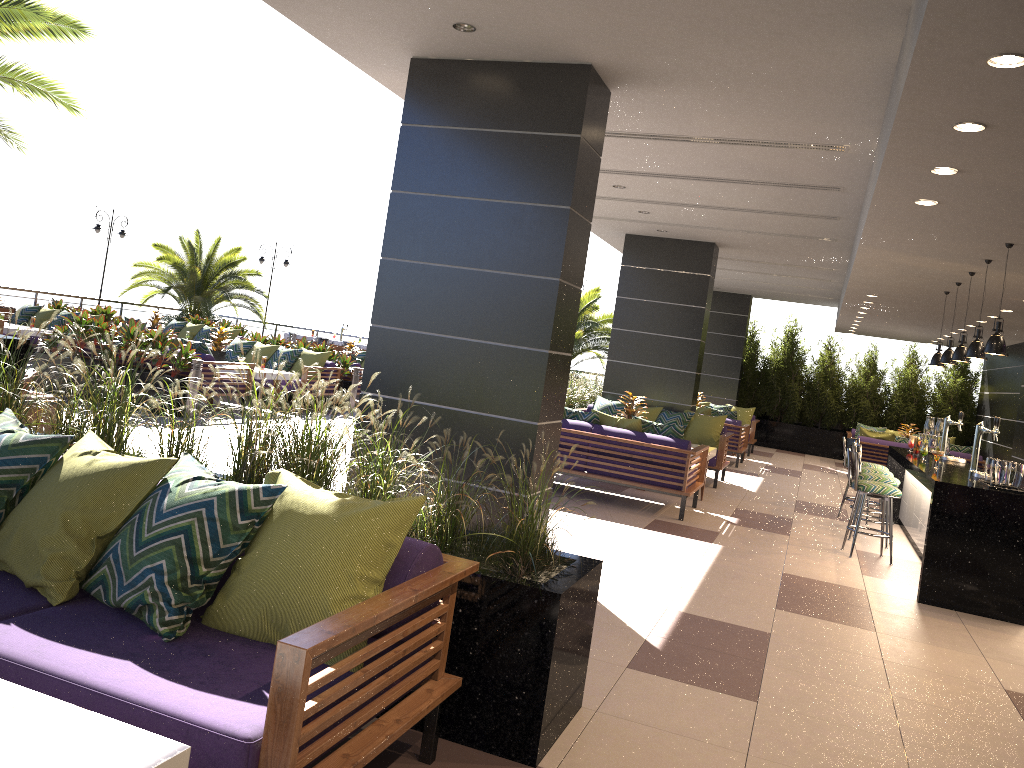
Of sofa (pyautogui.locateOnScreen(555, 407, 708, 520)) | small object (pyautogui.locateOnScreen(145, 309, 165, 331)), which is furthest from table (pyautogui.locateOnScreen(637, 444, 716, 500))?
small object (pyautogui.locateOnScreen(145, 309, 165, 331))

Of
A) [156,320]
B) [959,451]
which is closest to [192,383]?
[156,320]

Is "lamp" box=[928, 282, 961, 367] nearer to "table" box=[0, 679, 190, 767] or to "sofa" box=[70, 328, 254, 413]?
"sofa" box=[70, 328, 254, 413]

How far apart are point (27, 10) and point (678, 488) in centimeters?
815cm

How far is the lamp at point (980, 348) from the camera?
7.6 meters

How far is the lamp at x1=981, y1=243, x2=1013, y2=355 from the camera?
6.7m

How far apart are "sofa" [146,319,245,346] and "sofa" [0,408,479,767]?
15.8m

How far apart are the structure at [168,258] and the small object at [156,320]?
3.81m

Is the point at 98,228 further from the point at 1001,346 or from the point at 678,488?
the point at 1001,346

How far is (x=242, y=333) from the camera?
19.4 meters
